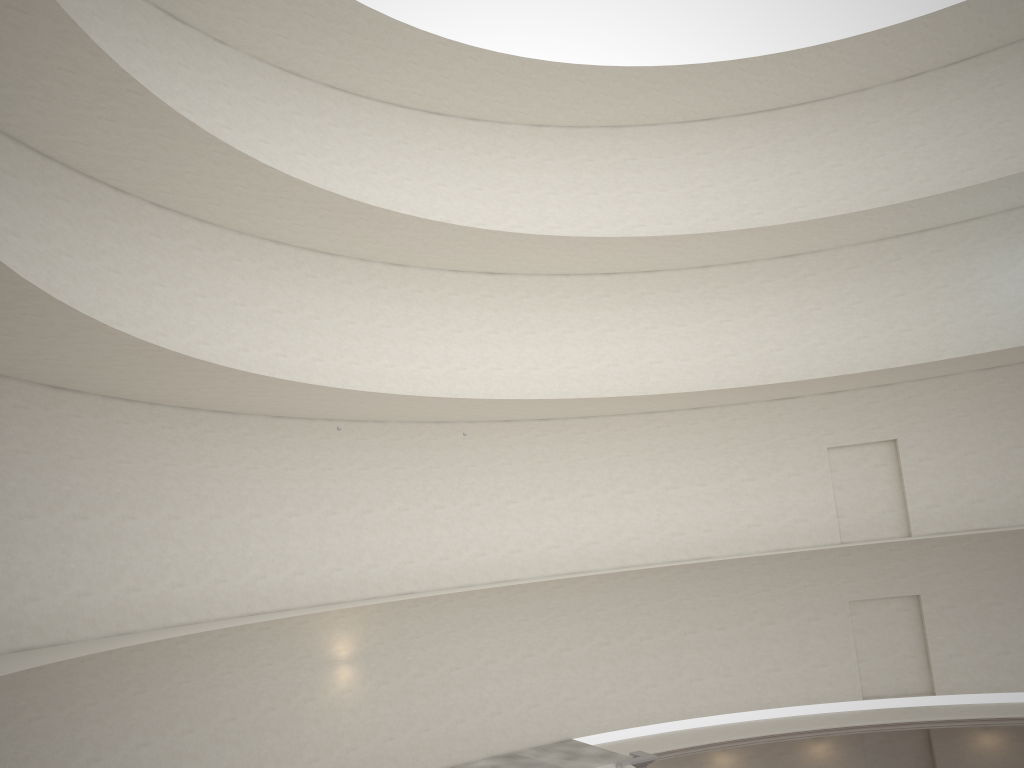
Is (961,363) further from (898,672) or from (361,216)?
(361,216)
